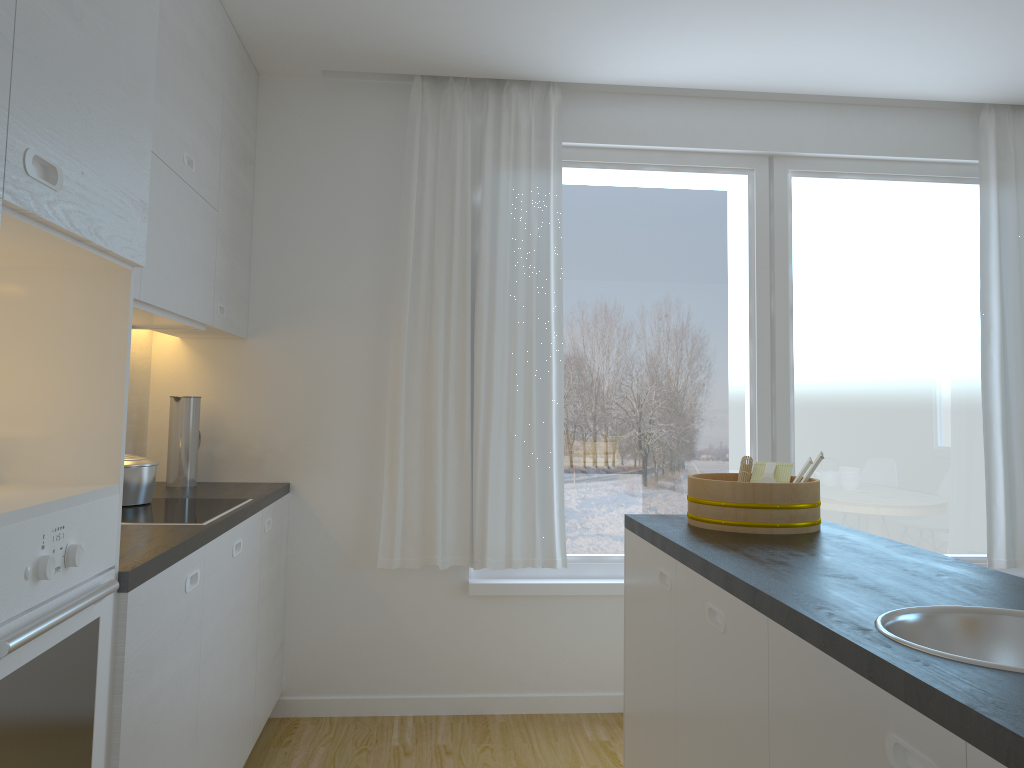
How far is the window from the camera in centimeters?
398cm

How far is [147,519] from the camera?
2.49m

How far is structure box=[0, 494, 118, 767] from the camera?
1.3m

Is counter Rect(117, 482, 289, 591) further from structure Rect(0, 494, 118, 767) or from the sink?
the sink

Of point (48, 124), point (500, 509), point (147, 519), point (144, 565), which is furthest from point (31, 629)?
point (500, 509)

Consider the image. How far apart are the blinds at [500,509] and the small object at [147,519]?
0.9m

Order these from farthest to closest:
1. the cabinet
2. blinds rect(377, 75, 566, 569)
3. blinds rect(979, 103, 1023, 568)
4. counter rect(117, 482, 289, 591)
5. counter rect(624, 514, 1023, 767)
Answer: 1. blinds rect(979, 103, 1023, 568)
2. blinds rect(377, 75, 566, 569)
3. counter rect(117, 482, 289, 591)
4. the cabinet
5. counter rect(624, 514, 1023, 767)

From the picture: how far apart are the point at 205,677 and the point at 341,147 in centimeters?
230cm

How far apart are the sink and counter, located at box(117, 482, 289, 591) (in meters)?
1.38

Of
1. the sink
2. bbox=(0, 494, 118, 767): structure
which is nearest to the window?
bbox=(0, 494, 118, 767): structure
